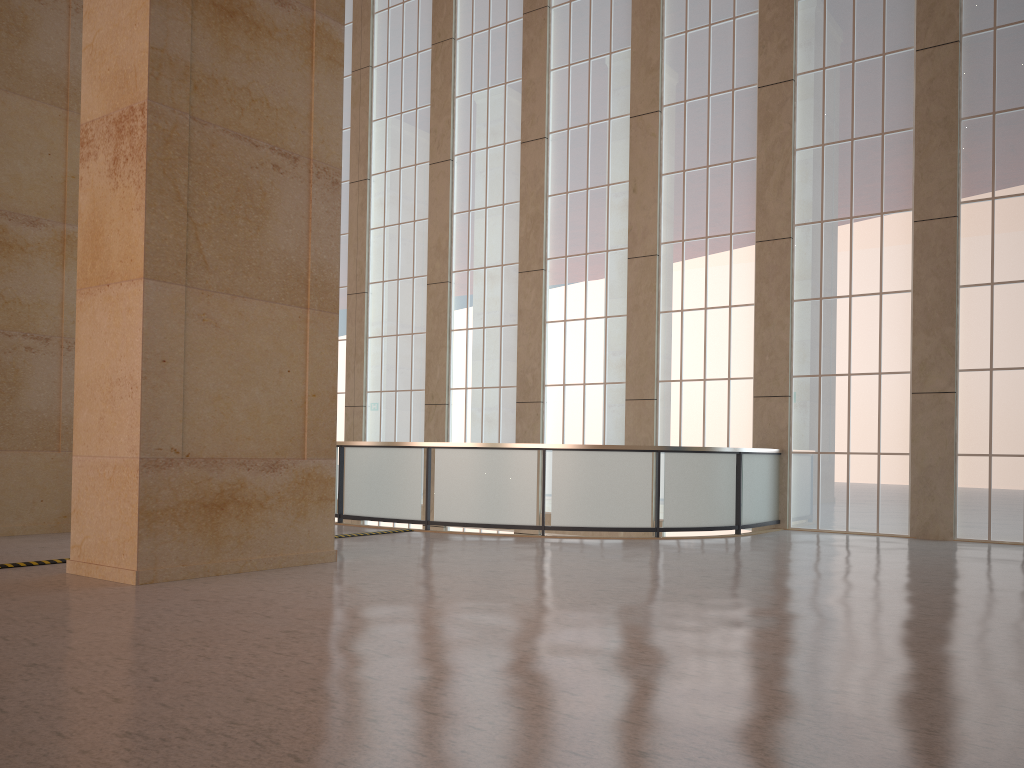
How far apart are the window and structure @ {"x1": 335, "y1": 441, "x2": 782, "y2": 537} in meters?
0.5 m

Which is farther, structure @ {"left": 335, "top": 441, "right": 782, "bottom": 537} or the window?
the window

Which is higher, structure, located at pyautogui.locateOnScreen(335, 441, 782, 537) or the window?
the window

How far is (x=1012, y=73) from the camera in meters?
17.5

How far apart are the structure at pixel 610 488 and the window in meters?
0.5

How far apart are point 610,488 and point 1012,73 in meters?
11.4

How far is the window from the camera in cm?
1748

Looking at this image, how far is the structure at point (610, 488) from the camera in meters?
16.7 m

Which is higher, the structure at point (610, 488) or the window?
the window
